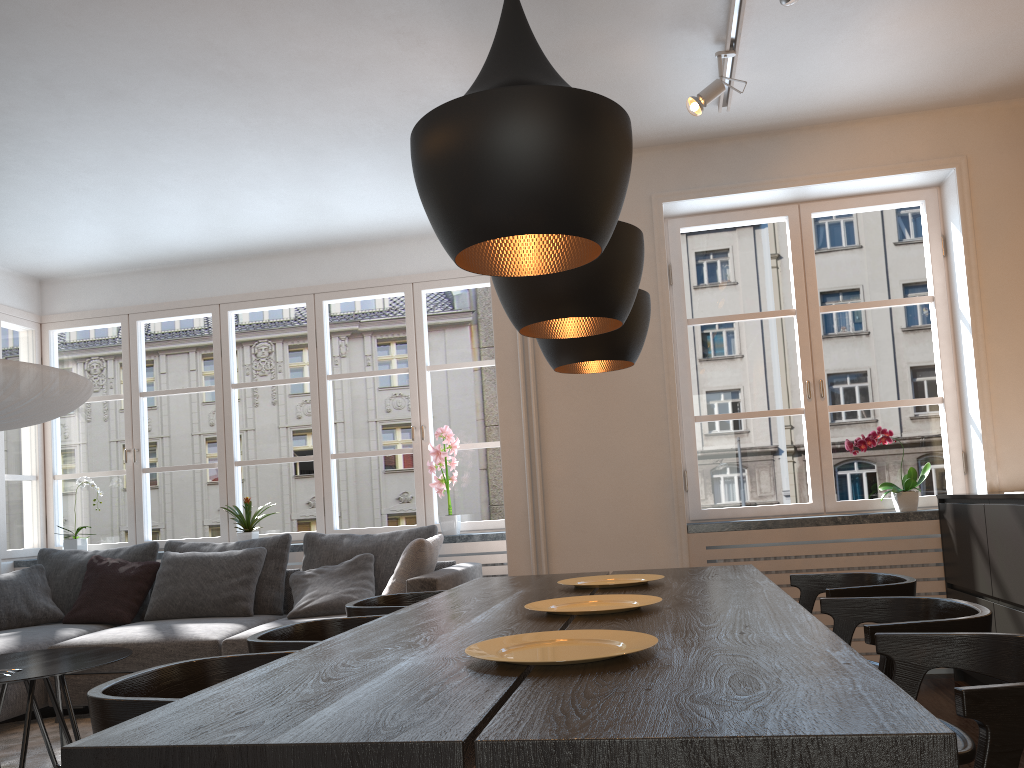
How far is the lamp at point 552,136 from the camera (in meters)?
1.48

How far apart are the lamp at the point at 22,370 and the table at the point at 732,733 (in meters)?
1.93

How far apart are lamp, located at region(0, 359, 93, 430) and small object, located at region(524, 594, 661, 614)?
2.4m

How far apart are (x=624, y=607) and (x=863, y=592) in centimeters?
73cm

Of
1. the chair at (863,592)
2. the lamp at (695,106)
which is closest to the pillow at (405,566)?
the chair at (863,592)

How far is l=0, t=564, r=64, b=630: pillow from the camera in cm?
501

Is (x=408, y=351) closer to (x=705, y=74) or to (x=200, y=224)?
(x=200, y=224)

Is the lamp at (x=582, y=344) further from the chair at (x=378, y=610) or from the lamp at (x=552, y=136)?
the lamp at (x=552, y=136)

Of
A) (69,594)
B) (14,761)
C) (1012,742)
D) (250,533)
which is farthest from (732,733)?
(69,594)

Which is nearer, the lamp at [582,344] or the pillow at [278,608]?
the lamp at [582,344]
